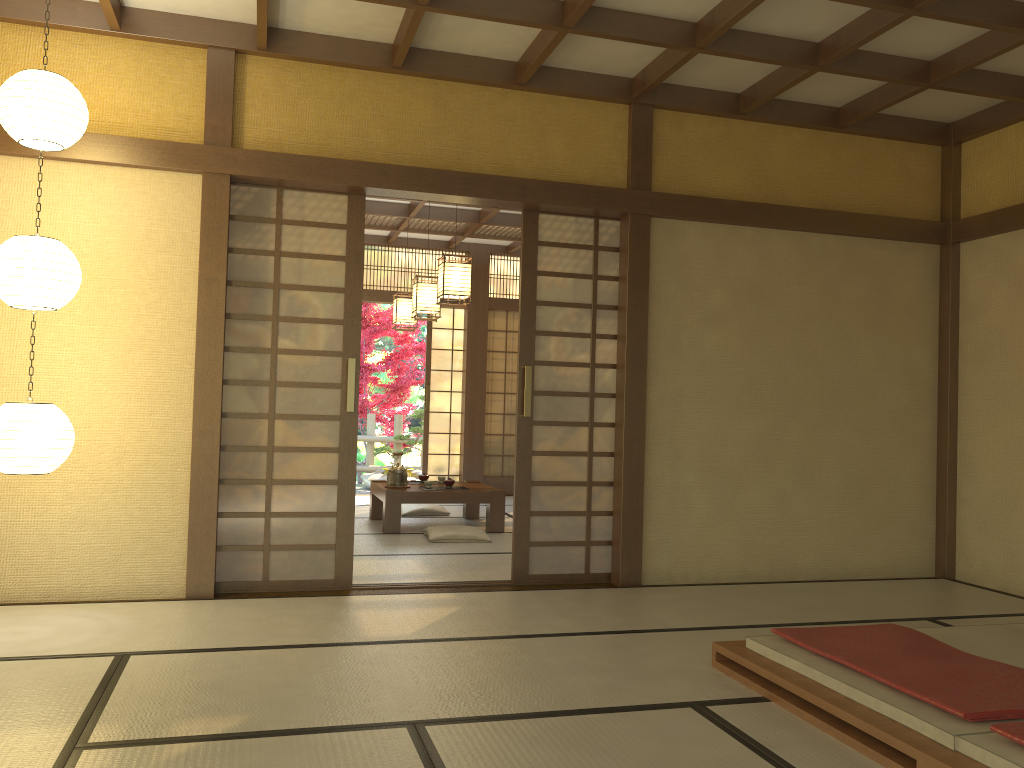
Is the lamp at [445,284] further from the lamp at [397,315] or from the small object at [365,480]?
the small object at [365,480]

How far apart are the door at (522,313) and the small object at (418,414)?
7.0m

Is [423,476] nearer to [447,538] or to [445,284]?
[447,538]

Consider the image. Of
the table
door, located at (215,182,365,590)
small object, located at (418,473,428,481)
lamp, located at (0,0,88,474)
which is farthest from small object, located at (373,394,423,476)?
lamp, located at (0,0,88,474)

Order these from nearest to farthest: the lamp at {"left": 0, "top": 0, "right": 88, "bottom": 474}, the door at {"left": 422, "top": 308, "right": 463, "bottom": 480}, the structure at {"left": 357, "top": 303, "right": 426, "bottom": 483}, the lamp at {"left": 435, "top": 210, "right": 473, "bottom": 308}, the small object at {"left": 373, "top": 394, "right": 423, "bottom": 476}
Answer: the lamp at {"left": 0, "top": 0, "right": 88, "bottom": 474}
the lamp at {"left": 435, "top": 210, "right": 473, "bottom": 308}
the door at {"left": 422, "top": 308, "right": 463, "bottom": 480}
the small object at {"left": 373, "top": 394, "right": 423, "bottom": 476}
the structure at {"left": 357, "top": 303, "right": 426, "bottom": 483}

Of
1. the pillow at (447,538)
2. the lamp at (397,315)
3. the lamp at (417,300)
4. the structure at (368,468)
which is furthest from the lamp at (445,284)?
the structure at (368,468)

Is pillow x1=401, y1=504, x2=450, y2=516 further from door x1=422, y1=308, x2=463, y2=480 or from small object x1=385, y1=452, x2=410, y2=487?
door x1=422, y1=308, x2=463, y2=480

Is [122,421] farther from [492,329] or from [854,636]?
Result: [492,329]

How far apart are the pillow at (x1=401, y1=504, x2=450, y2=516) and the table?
0.3m

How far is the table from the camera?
7.1m
